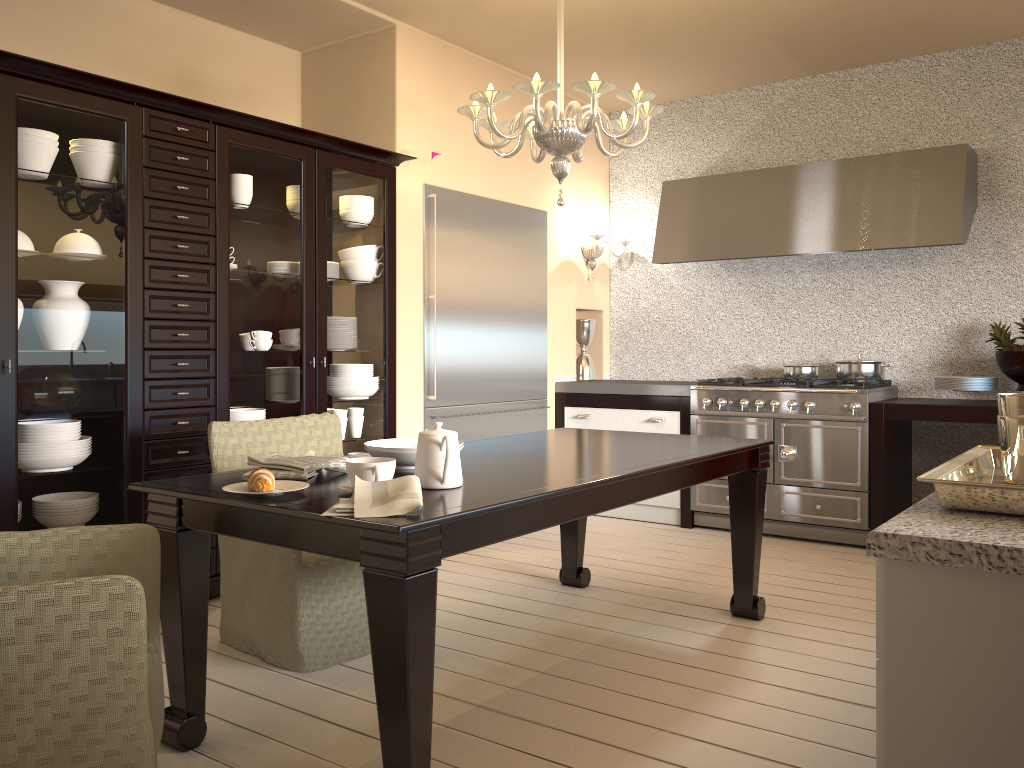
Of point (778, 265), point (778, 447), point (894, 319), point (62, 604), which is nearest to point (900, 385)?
point (894, 319)

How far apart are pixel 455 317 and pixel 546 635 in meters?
2.0 m

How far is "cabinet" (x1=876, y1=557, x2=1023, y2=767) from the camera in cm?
87

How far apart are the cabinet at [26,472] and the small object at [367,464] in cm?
142

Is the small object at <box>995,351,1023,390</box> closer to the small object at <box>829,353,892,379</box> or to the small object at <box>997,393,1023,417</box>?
the small object at <box>829,353,892,379</box>

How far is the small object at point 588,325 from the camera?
5.7m

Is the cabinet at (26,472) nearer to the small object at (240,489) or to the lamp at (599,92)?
the lamp at (599,92)

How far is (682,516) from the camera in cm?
493

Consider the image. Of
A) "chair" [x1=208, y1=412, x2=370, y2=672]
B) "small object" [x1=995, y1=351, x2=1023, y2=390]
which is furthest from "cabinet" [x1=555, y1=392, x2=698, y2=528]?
"chair" [x1=208, y1=412, x2=370, y2=672]

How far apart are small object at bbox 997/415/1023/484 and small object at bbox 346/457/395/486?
1.3 meters
